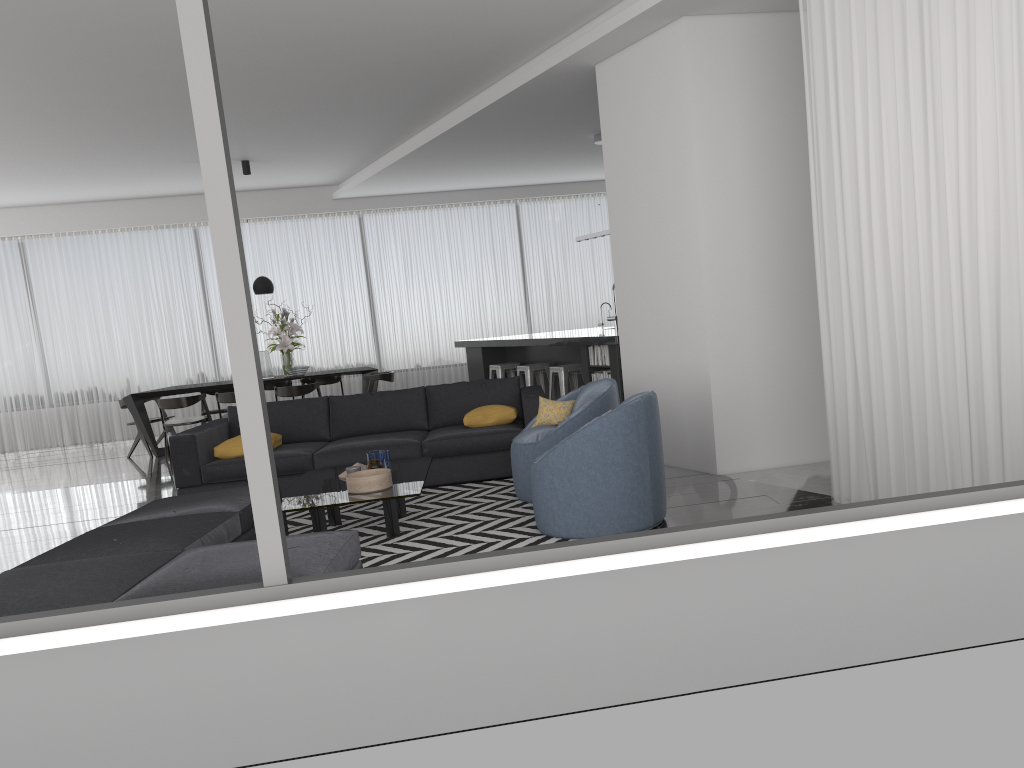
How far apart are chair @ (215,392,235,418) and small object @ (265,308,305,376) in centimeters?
90cm

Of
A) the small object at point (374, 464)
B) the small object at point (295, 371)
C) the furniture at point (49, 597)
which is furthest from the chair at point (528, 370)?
the furniture at point (49, 597)

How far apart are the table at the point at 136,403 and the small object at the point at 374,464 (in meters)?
5.16

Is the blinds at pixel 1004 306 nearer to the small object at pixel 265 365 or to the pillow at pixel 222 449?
the pillow at pixel 222 449

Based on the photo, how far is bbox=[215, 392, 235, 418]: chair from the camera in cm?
983

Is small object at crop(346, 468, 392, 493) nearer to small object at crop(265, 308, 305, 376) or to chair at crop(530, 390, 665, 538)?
chair at crop(530, 390, 665, 538)

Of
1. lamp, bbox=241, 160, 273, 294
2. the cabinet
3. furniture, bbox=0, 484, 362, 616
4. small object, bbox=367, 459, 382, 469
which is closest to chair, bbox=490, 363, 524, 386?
the cabinet

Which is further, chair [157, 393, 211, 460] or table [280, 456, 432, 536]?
chair [157, 393, 211, 460]

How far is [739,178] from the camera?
5.70m

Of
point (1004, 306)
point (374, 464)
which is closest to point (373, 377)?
point (374, 464)
